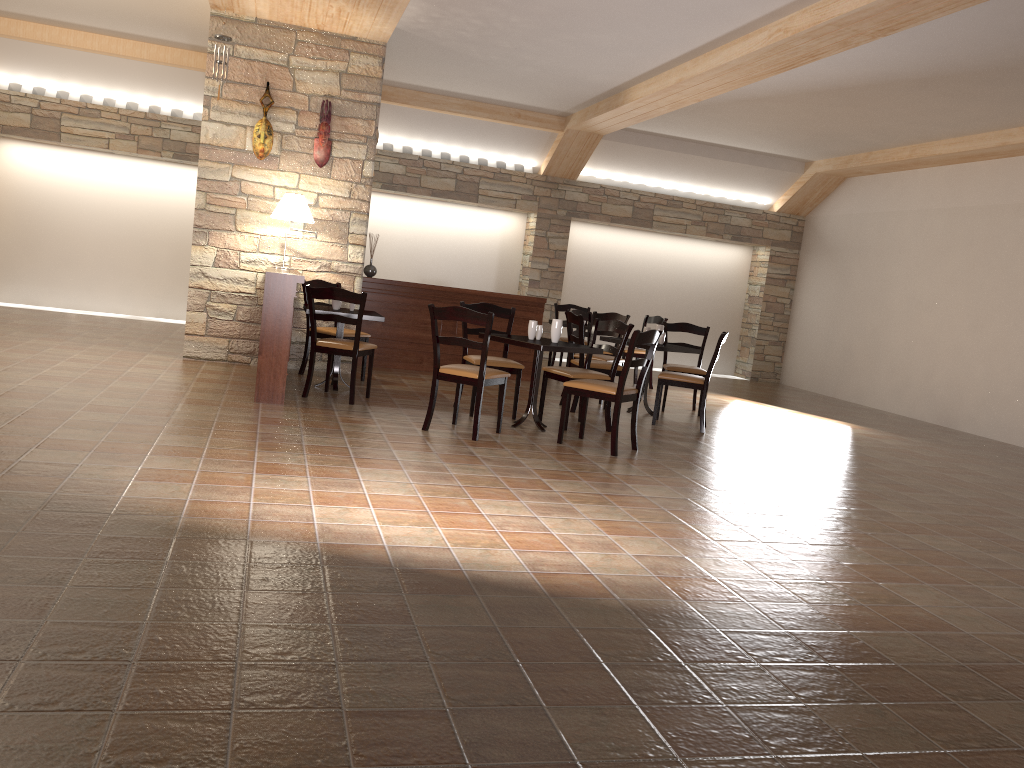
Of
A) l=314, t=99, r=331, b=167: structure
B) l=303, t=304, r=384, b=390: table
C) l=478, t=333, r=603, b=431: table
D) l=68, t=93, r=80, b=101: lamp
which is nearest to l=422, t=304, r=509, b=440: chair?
l=478, t=333, r=603, b=431: table

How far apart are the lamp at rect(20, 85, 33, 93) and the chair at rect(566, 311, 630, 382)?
7.31m

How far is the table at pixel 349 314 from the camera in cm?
694

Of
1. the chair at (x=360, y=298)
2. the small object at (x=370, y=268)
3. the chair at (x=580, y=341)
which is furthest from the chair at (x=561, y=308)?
the chair at (x=360, y=298)

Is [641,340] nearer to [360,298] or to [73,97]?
[360,298]

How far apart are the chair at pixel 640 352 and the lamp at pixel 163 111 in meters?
6.4

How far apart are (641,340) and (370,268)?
4.1m

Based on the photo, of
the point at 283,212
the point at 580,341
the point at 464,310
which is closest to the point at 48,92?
the point at 283,212

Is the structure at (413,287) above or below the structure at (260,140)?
below

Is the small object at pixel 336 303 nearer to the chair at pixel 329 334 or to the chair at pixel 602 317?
the chair at pixel 329 334
